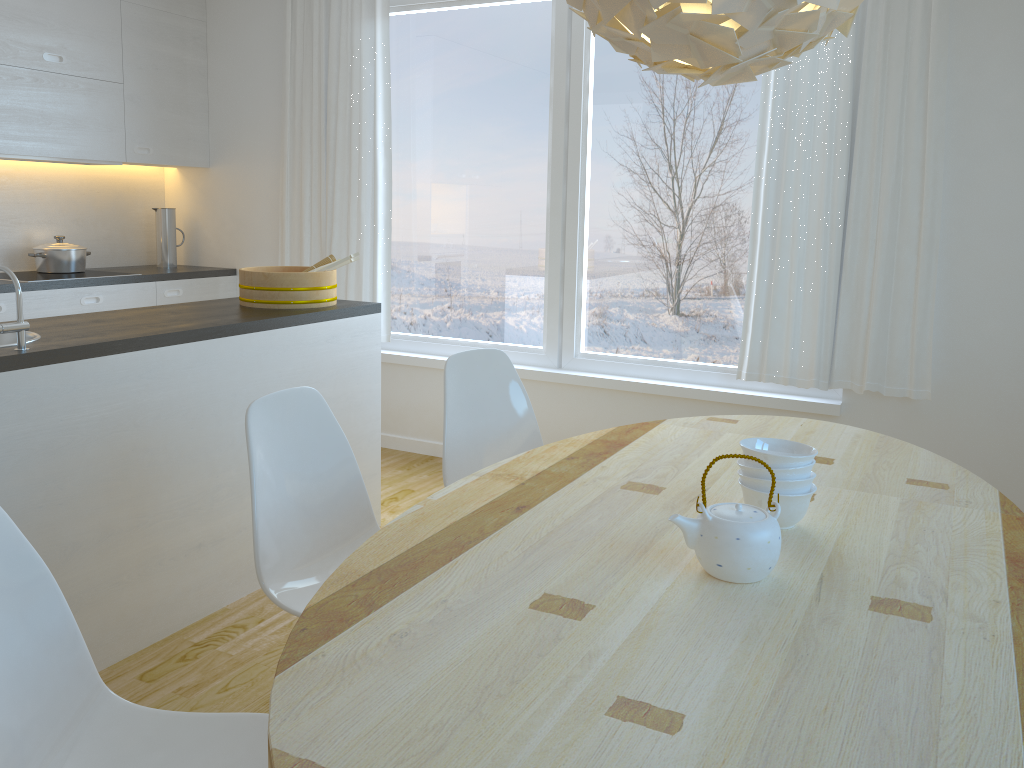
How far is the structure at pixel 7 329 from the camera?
2.3 meters

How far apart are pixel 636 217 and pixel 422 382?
1.5 meters

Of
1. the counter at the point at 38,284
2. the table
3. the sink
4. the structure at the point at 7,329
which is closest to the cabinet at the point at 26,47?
the counter at the point at 38,284

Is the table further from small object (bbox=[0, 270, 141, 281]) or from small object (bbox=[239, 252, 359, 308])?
small object (bbox=[0, 270, 141, 281])

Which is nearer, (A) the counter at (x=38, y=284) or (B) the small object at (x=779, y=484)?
(B) the small object at (x=779, y=484)

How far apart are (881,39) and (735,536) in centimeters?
277cm

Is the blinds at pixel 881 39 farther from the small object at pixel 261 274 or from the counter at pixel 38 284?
the counter at pixel 38 284

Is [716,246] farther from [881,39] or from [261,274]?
[261,274]

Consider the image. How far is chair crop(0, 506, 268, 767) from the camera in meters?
1.4

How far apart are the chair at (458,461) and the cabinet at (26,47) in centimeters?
254cm
